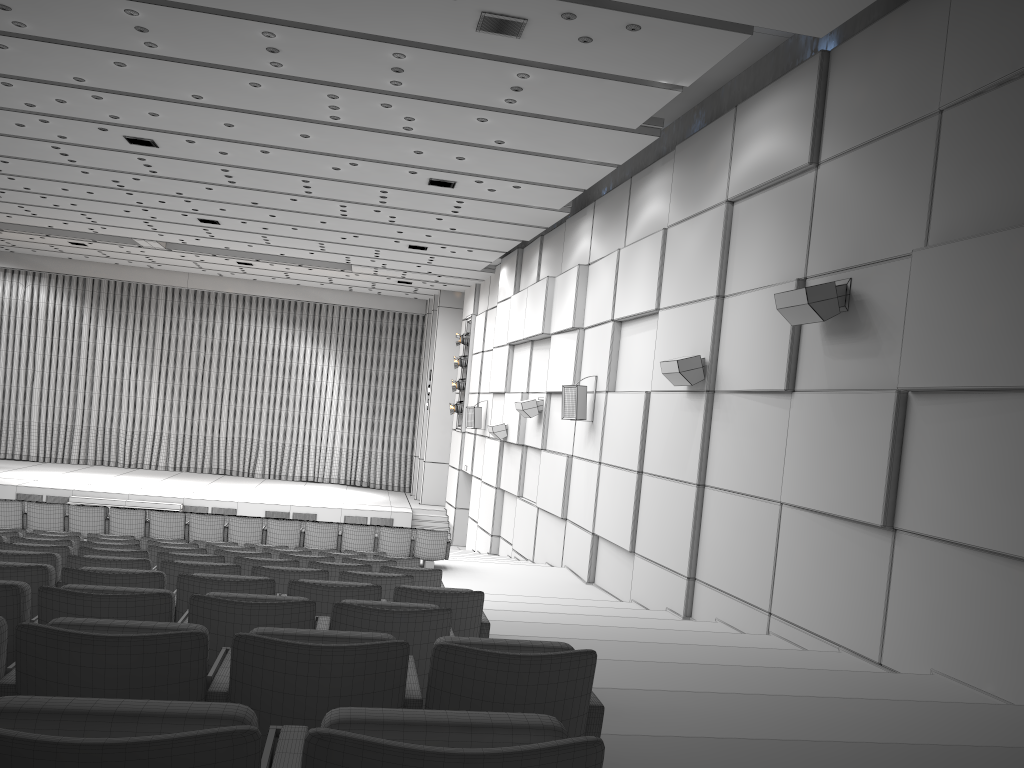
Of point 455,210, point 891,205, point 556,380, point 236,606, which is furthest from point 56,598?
point 455,210

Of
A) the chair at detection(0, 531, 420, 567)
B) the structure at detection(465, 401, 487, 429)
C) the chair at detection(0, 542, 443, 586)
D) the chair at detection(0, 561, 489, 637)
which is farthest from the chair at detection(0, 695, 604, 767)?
the structure at detection(465, 401, 487, 429)

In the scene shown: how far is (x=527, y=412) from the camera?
16.7 meters

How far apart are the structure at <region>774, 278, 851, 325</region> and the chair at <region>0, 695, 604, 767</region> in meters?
6.8

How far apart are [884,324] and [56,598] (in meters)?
6.40

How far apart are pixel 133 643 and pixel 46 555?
Answer: 3.60m

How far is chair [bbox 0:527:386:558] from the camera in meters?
9.7 m

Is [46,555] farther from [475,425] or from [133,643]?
[475,425]

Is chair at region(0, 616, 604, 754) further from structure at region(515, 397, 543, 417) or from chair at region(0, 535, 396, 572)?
structure at region(515, 397, 543, 417)

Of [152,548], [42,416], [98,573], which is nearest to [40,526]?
[152,548]
